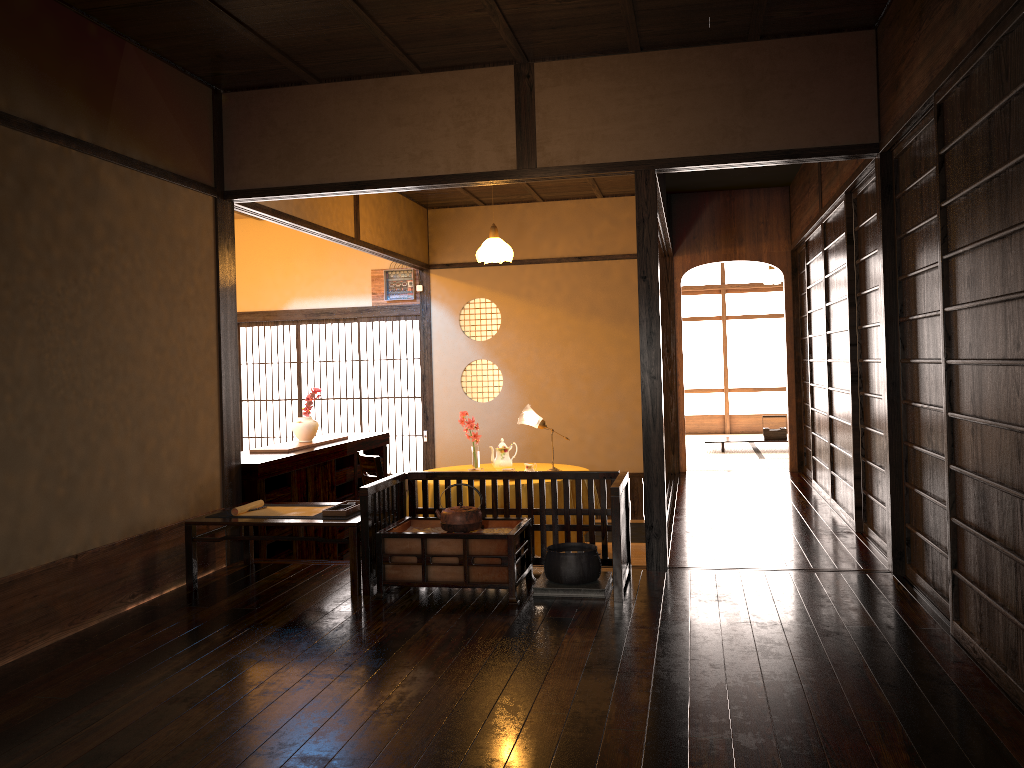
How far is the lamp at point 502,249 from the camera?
7.06m

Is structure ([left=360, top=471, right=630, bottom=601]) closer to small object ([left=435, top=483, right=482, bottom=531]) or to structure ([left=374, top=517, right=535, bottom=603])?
structure ([left=374, top=517, right=535, bottom=603])

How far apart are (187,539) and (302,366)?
7.1m

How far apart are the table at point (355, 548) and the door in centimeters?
397cm

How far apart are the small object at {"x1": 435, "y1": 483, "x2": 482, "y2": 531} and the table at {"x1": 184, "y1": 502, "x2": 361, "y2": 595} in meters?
0.4

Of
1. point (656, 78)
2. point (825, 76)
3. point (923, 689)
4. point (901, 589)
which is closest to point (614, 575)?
point (901, 589)

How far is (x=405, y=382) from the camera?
10.64m

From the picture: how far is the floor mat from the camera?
7.44m

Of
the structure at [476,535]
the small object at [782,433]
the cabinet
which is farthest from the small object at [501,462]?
the small object at [782,433]

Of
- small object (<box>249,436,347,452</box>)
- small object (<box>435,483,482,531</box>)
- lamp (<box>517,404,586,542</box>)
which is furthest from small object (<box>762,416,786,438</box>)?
small object (<box>435,483,482,531</box>)
